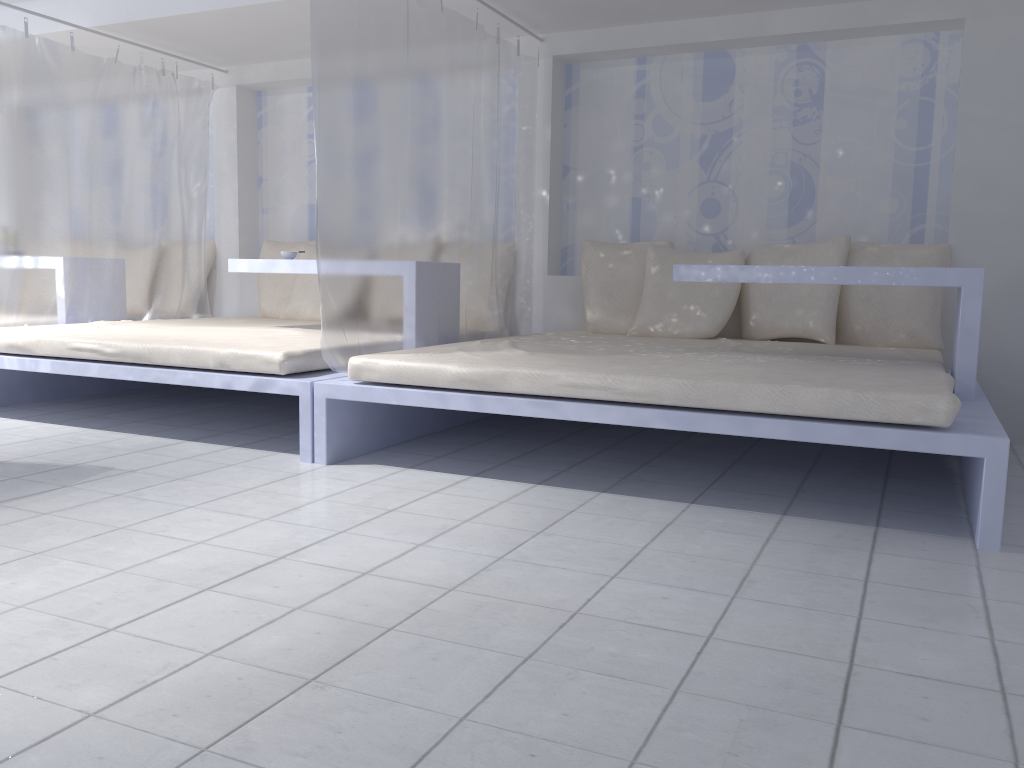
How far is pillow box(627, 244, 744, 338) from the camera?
4.3m

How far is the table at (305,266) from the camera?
4.14m

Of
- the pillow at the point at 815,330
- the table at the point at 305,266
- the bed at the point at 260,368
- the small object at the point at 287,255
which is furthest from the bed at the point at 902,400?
the small object at the point at 287,255

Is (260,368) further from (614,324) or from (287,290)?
(287,290)

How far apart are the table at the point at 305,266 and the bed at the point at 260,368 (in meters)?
0.28

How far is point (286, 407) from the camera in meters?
4.6 m

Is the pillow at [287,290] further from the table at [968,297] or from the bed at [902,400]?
the table at [968,297]

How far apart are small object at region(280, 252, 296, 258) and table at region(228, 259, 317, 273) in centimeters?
22cm

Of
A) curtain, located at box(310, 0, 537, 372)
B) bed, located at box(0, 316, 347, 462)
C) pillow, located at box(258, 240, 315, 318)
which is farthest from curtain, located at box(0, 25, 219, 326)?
curtain, located at box(310, 0, 537, 372)

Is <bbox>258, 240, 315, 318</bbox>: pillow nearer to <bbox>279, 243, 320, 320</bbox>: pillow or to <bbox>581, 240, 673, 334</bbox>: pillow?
<bbox>279, 243, 320, 320</bbox>: pillow
